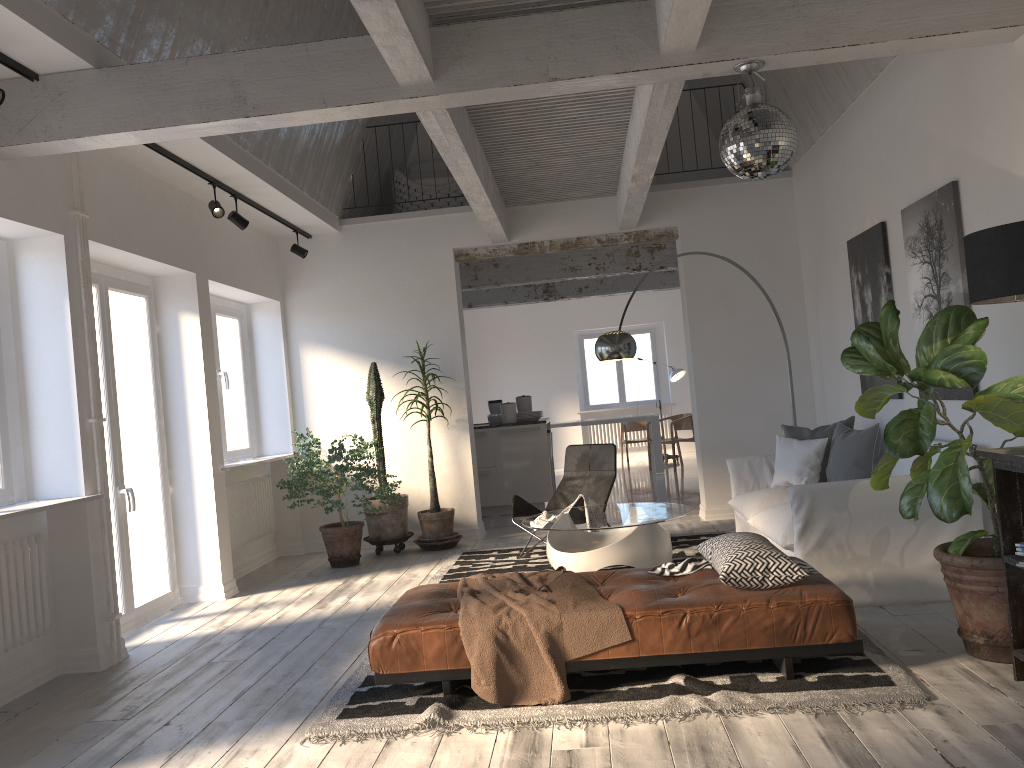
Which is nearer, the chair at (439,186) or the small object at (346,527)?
the small object at (346,527)

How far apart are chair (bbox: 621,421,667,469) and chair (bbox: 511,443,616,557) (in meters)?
6.80

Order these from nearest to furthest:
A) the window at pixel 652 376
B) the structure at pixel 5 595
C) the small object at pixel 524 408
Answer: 1. the structure at pixel 5 595
2. the small object at pixel 524 408
3. the window at pixel 652 376

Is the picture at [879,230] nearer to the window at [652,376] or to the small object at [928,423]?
the small object at [928,423]

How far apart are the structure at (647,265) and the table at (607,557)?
4.70m

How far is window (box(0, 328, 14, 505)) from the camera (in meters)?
4.64

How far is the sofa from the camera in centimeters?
462cm

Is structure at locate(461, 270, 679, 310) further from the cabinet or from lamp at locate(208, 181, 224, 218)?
lamp at locate(208, 181, 224, 218)

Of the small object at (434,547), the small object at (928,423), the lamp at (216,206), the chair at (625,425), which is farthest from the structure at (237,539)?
the chair at (625,425)

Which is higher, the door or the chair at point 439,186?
the chair at point 439,186
